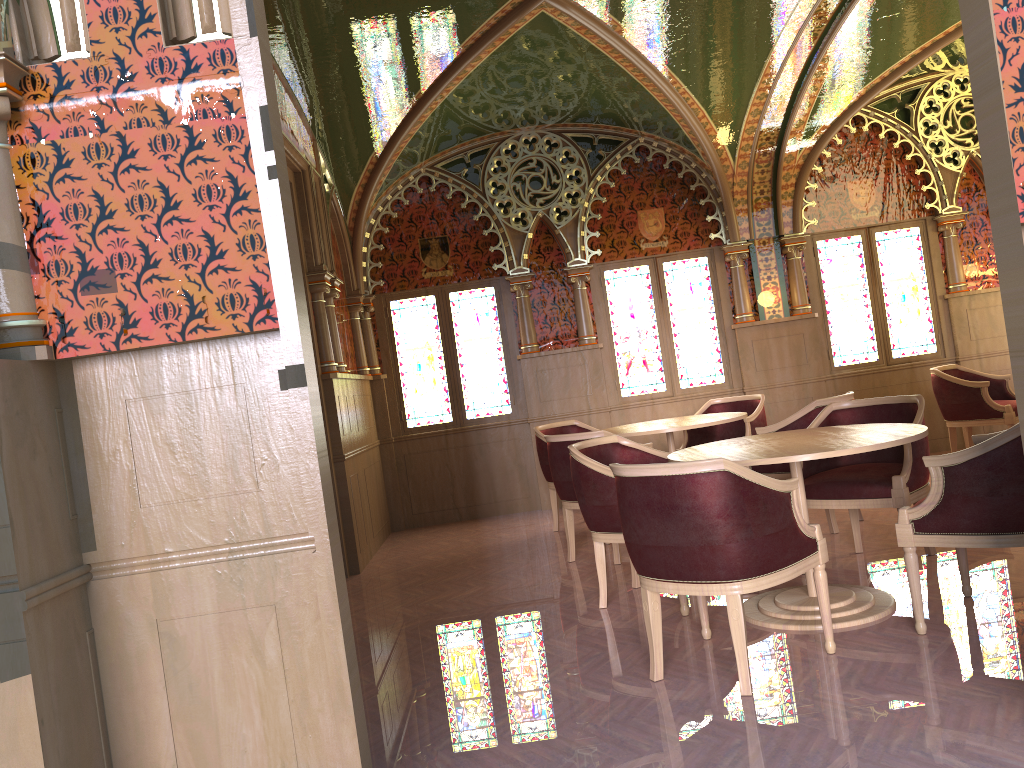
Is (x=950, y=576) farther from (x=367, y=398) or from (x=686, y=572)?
(x=367, y=398)

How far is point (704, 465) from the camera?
3.12m

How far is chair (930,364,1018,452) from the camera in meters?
7.1

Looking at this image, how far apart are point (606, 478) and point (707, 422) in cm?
188

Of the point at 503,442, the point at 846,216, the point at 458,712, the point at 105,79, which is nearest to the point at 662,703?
the point at 458,712

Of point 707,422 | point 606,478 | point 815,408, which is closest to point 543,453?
point 707,422

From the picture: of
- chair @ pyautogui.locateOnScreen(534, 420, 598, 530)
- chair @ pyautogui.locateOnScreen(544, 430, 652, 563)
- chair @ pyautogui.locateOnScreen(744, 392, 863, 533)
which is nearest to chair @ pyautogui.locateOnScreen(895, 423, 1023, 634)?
chair @ pyautogui.locateOnScreen(744, 392, 863, 533)

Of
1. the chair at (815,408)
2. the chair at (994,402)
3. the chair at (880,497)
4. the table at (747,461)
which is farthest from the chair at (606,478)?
the chair at (994,402)

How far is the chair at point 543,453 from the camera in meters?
7.0

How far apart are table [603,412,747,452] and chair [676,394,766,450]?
0.4 meters
